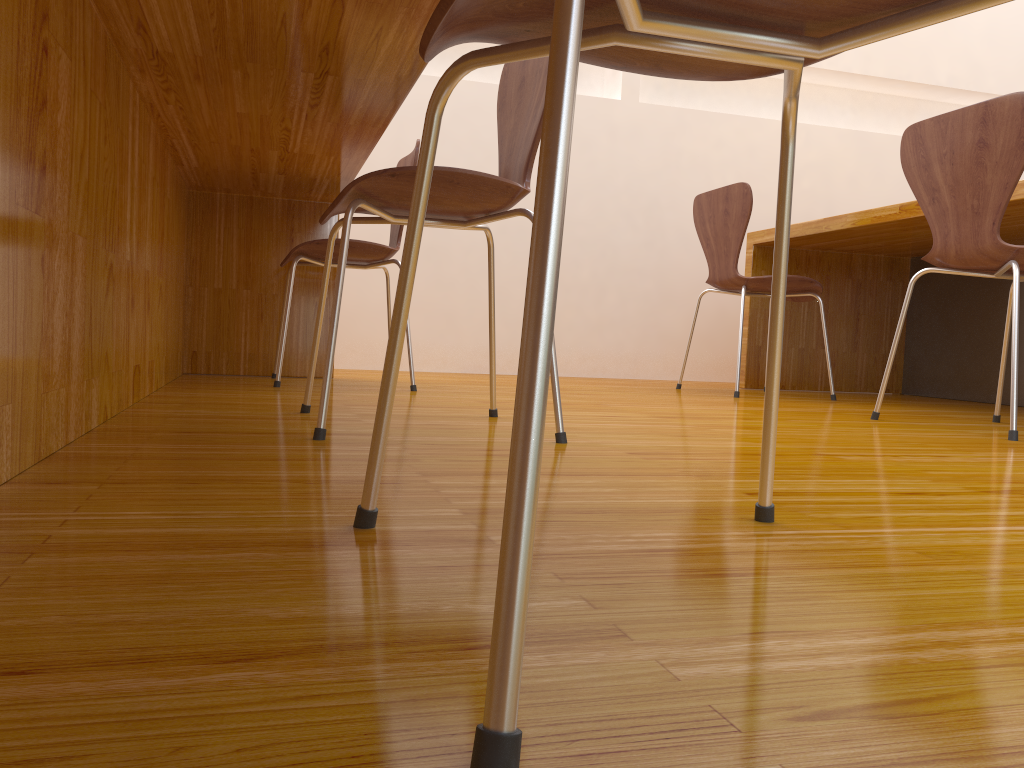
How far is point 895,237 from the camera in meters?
3.0 m

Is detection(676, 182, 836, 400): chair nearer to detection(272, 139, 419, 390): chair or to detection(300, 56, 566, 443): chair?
detection(272, 139, 419, 390): chair

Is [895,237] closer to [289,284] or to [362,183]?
[289,284]

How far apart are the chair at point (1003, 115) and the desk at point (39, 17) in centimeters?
120cm

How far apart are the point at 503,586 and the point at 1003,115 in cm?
188

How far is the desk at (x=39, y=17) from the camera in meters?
0.9

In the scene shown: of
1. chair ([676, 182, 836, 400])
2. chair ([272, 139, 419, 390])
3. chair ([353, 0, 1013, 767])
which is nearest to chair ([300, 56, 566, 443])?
chair ([353, 0, 1013, 767])

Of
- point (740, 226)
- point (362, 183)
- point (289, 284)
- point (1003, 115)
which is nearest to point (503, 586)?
point (362, 183)

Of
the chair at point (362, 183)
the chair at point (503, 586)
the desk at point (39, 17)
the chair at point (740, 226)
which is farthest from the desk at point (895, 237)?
the chair at point (503, 586)

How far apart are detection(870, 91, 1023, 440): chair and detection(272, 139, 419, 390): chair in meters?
1.2
